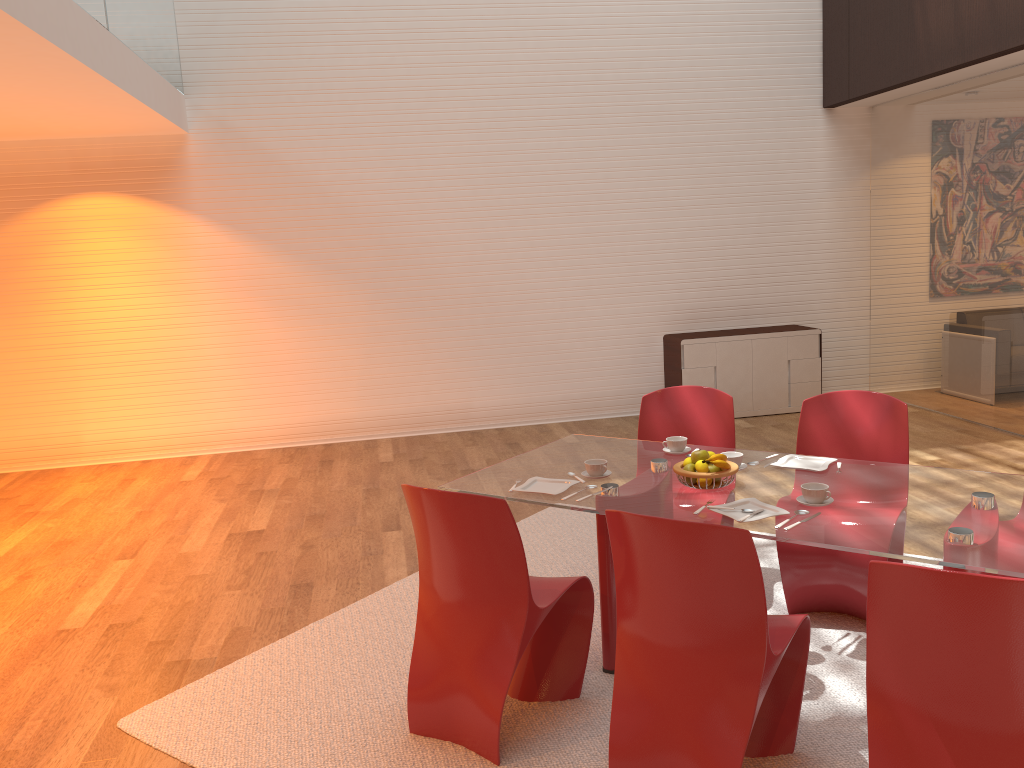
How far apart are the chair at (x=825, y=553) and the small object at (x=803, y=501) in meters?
0.7 m

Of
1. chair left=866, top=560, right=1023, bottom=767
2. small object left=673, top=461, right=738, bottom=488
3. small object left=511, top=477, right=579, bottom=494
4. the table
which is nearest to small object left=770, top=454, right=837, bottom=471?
the table

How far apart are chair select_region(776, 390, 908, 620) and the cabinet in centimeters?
366cm

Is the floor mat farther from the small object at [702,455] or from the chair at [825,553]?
the small object at [702,455]

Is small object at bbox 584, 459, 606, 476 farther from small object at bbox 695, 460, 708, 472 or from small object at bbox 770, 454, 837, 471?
small object at bbox 770, 454, 837, 471

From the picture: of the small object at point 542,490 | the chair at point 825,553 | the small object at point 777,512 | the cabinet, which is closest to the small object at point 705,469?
the small object at point 777,512

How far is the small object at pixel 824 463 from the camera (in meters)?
3.41

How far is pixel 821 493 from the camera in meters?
2.9

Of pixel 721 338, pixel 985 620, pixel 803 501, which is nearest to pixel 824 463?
pixel 803 501

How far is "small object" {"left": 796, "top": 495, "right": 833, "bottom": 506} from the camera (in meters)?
2.97
